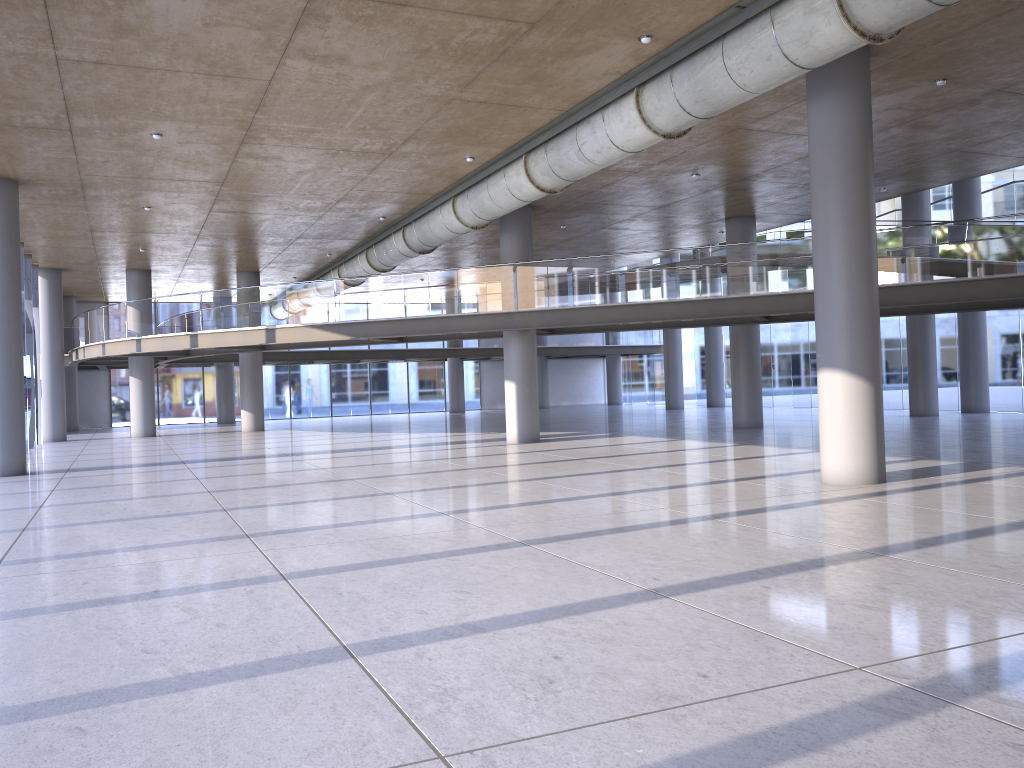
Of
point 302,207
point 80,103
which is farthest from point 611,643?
point 302,207
